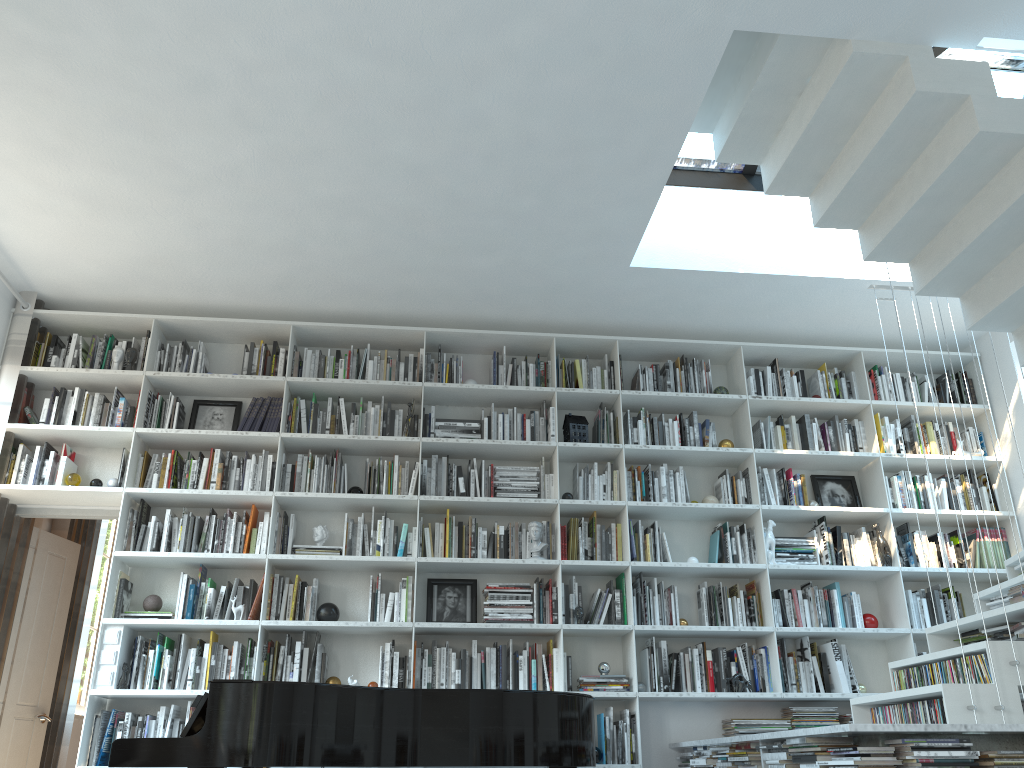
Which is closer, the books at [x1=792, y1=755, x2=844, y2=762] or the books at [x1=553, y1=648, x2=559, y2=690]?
the books at [x1=792, y1=755, x2=844, y2=762]

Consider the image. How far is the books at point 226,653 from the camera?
4.9m

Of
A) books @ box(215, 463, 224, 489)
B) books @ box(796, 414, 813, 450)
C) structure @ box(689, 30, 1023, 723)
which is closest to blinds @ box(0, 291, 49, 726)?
books @ box(215, 463, 224, 489)

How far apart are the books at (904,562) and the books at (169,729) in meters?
4.4 m

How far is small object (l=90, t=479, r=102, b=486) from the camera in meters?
5.2

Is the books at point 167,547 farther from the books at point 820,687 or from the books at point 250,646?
the books at point 820,687

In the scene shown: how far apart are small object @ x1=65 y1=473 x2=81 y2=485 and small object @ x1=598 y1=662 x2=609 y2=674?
3.2m

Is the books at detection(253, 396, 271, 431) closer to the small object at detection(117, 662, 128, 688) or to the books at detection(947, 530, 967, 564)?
the small object at detection(117, 662, 128, 688)

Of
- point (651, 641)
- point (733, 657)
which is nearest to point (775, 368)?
point (733, 657)

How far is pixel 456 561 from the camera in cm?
511
